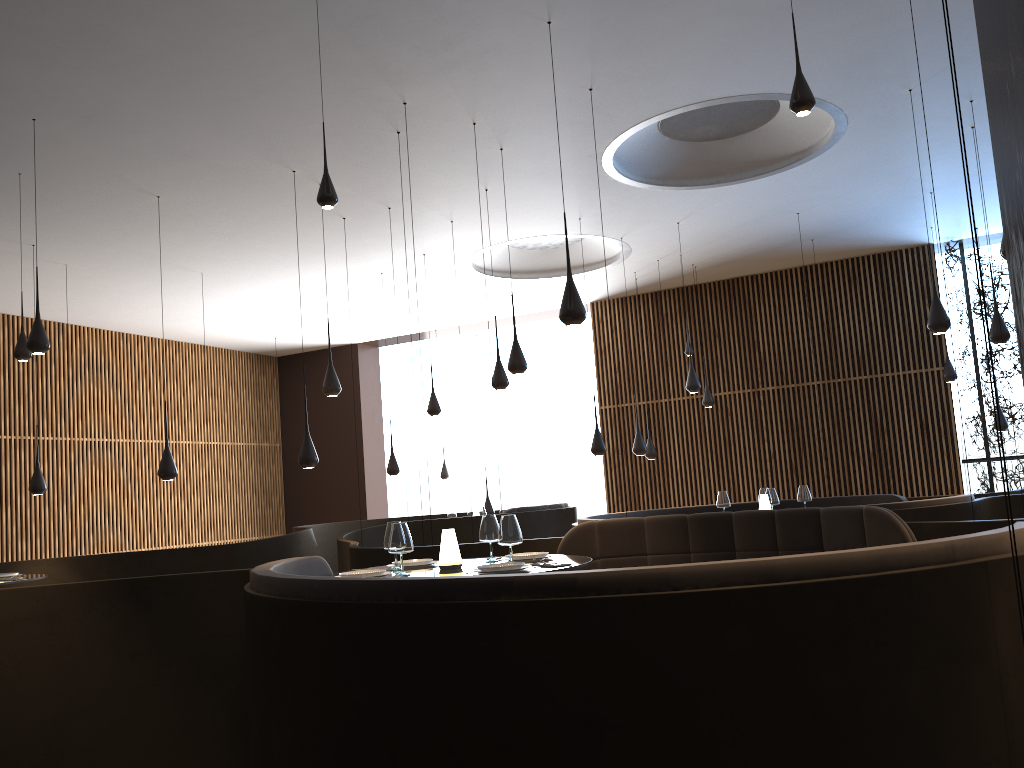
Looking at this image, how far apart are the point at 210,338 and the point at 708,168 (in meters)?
10.52

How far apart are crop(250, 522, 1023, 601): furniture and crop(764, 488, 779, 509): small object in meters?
4.9

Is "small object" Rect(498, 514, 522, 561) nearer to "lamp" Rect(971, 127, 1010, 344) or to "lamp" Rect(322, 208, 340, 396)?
"lamp" Rect(322, 208, 340, 396)

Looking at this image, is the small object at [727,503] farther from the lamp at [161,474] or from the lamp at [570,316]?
the lamp at [161,474]

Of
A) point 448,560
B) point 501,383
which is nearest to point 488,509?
point 501,383

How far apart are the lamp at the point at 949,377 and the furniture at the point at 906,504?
3.2m

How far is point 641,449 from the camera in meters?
11.6

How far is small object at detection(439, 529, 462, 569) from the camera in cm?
516

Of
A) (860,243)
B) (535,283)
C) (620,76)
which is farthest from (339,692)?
(860,243)

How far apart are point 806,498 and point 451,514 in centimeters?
552cm
